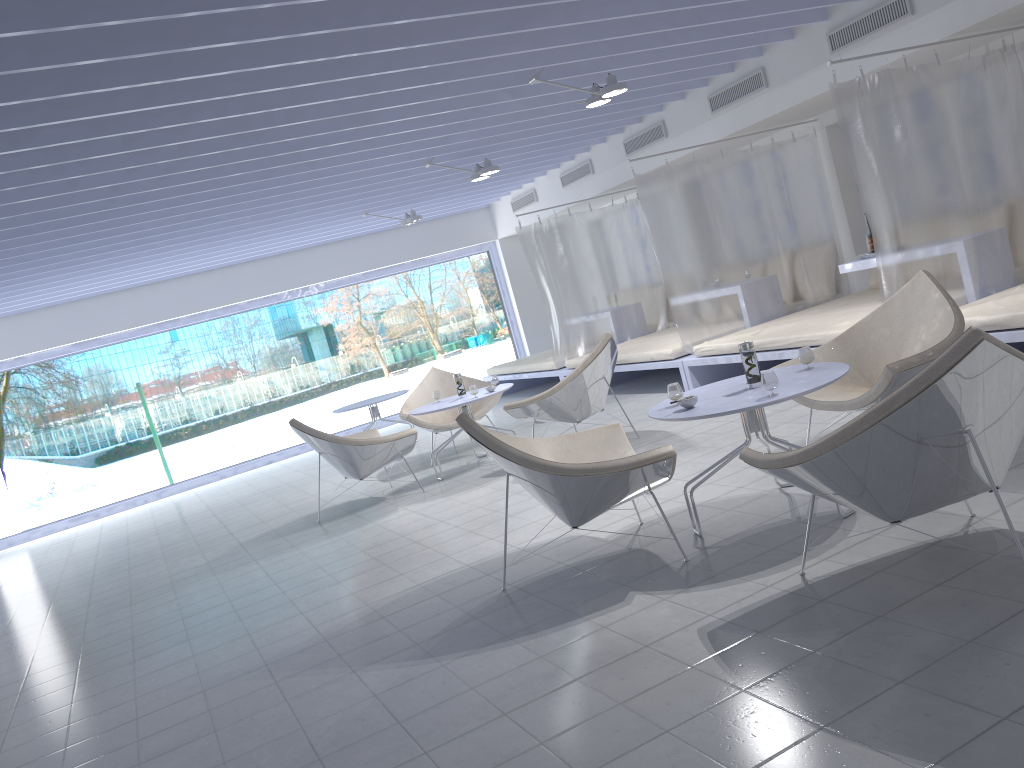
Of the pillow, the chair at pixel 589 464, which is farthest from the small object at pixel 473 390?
the pillow

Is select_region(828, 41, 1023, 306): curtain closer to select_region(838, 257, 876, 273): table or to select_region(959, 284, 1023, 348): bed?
select_region(959, 284, 1023, 348): bed

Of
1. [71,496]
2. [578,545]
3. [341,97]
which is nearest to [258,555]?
[578,545]

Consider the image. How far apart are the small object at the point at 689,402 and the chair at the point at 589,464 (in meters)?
0.32

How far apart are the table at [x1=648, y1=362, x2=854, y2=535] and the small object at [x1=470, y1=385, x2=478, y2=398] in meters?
2.7

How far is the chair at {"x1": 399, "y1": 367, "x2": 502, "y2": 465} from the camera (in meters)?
7.34

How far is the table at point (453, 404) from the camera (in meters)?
6.41

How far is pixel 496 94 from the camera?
6.0m

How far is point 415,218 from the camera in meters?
9.4

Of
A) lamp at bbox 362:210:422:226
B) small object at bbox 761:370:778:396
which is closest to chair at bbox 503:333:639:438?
small object at bbox 761:370:778:396
